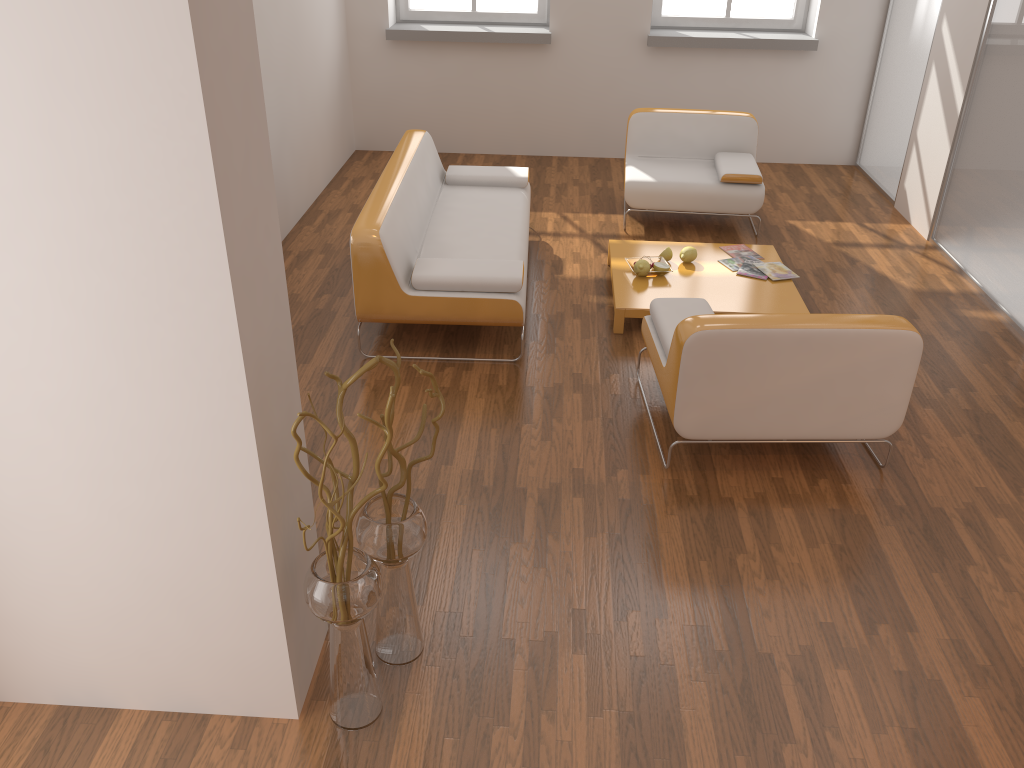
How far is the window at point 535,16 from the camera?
7.4m

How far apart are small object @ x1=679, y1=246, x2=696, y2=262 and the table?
0.0 meters

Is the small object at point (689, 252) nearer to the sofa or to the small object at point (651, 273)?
the small object at point (651, 273)

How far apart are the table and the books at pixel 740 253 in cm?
5

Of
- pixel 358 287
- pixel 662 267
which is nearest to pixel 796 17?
pixel 662 267

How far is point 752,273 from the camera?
5.0 meters

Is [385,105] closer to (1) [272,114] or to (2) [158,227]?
(1) [272,114]

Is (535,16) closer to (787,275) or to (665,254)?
(665,254)

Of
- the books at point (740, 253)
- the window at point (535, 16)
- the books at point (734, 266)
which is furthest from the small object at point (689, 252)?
the window at point (535, 16)

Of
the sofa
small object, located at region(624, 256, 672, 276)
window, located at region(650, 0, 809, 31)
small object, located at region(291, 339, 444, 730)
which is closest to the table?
small object, located at region(624, 256, 672, 276)
